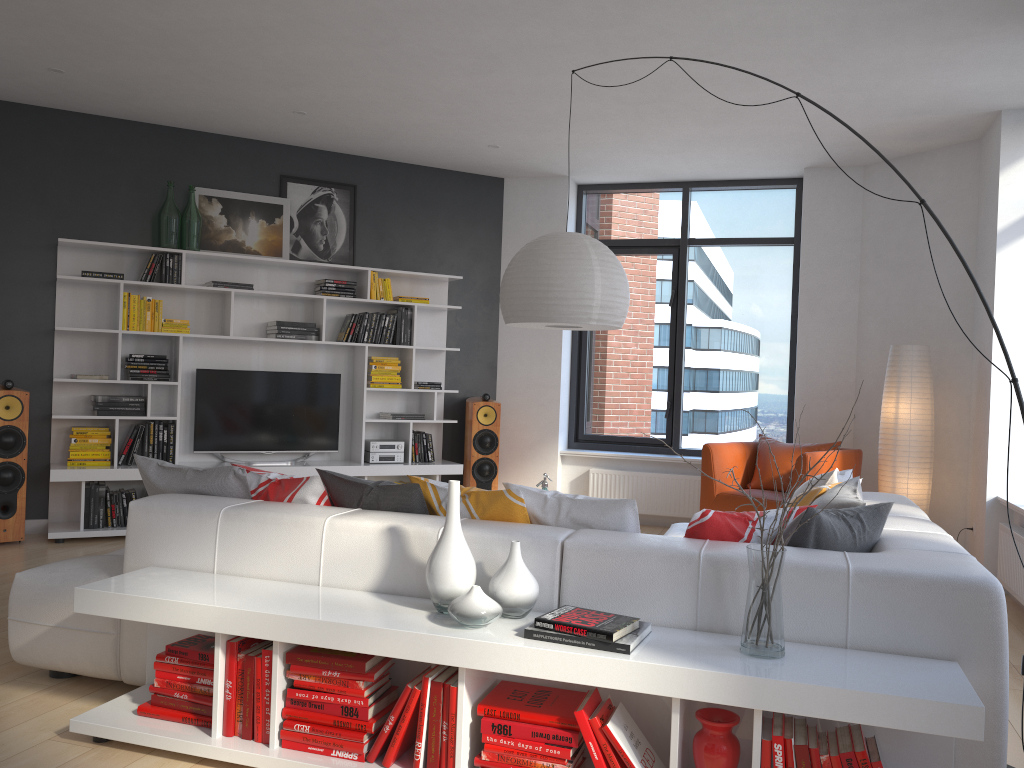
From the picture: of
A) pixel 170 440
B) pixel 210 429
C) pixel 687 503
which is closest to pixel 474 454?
pixel 687 503

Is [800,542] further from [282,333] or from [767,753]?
[282,333]

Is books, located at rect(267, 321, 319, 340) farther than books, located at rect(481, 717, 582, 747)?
Yes

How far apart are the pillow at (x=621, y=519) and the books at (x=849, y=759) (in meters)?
0.88

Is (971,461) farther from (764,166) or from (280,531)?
(280,531)

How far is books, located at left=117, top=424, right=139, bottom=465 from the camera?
6.3 meters

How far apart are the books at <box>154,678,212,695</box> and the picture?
4.44m

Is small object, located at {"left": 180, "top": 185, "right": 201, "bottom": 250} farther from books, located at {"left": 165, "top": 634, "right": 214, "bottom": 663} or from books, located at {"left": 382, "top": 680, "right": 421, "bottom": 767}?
books, located at {"left": 382, "top": 680, "right": 421, "bottom": 767}

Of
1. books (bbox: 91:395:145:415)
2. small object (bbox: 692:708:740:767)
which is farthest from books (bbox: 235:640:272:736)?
books (bbox: 91:395:145:415)

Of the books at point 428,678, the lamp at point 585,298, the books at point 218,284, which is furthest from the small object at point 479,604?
the books at point 218,284
